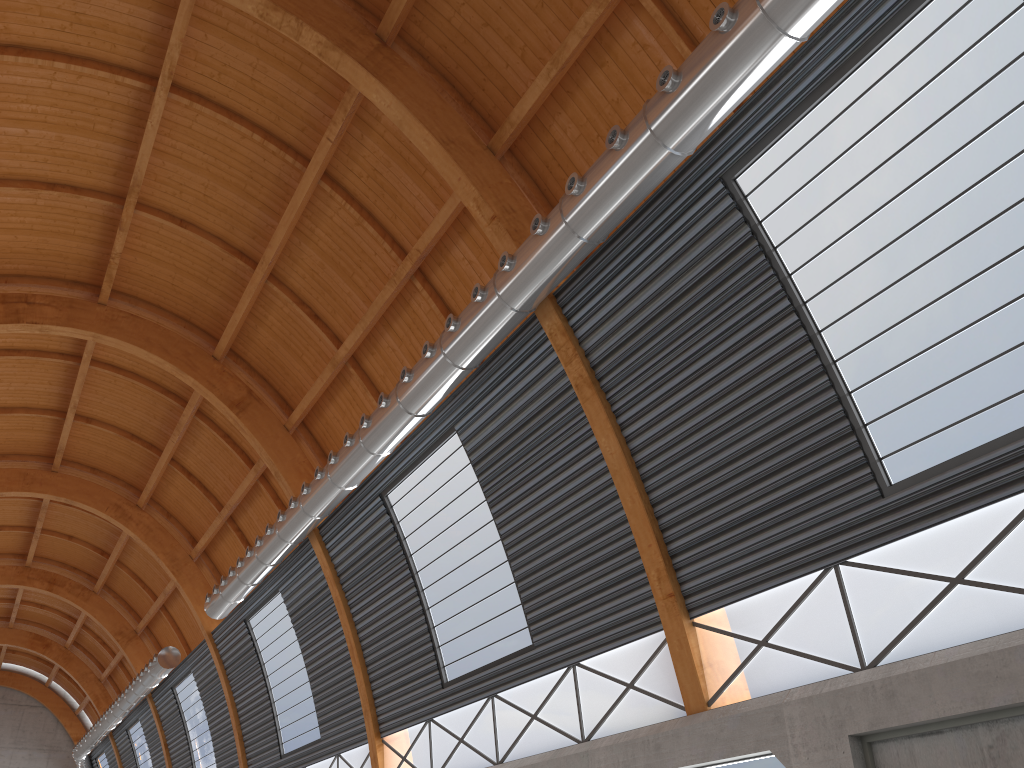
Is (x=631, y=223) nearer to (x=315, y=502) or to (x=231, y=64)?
(x=231, y=64)

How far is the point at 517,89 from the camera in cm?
2154

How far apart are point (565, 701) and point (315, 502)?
11.8m
